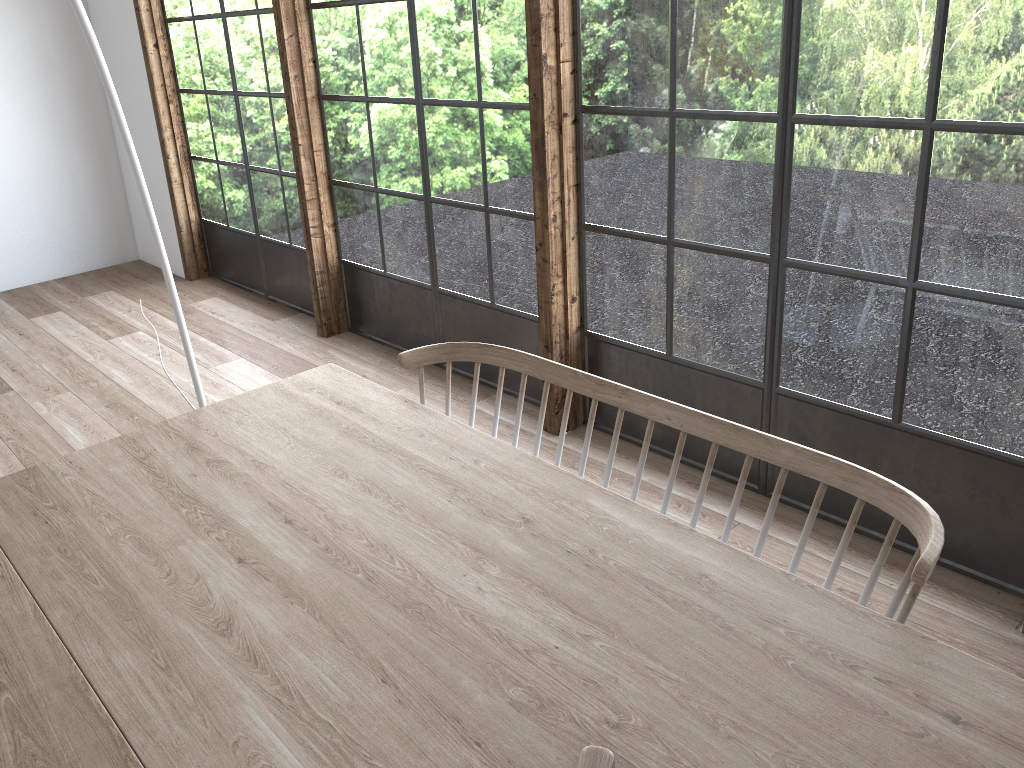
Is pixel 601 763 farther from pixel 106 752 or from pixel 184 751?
pixel 106 752

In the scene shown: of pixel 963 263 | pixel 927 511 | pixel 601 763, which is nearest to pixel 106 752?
pixel 601 763

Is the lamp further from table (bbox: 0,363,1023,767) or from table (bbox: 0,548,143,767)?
table (bbox: 0,548,143,767)

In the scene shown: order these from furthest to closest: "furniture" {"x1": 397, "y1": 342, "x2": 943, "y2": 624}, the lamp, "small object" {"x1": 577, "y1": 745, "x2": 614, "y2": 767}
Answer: the lamp → "furniture" {"x1": 397, "y1": 342, "x2": 943, "y2": 624} → "small object" {"x1": 577, "y1": 745, "x2": 614, "y2": 767}

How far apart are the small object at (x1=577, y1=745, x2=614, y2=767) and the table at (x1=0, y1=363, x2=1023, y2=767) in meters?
0.0

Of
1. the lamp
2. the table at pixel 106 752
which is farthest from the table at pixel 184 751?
the lamp

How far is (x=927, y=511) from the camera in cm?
150

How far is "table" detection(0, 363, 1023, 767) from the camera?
1.2 meters

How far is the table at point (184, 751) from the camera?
1.2m

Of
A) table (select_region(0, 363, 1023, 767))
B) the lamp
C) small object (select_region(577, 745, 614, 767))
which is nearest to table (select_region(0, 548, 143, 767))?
table (select_region(0, 363, 1023, 767))
